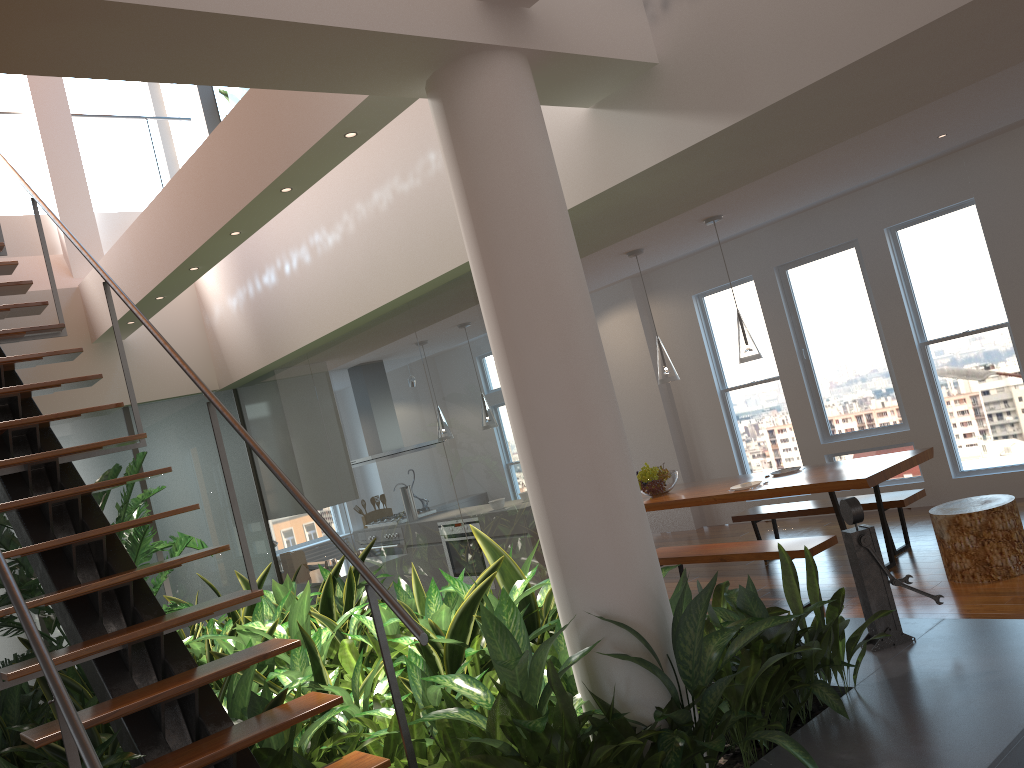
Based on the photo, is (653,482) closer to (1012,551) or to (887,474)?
(887,474)

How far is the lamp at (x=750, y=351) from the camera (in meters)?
5.83

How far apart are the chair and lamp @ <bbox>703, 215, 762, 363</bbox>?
1.4m

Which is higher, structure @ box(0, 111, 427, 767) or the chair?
structure @ box(0, 111, 427, 767)

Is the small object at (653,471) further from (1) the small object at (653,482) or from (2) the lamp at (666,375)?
(2) the lamp at (666,375)

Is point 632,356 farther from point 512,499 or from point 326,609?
point 326,609

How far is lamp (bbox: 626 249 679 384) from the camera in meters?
6.4 m

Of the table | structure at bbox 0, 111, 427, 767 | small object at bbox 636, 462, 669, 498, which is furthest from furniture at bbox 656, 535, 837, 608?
structure at bbox 0, 111, 427, 767

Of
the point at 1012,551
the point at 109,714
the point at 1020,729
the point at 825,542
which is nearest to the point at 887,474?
the point at 825,542

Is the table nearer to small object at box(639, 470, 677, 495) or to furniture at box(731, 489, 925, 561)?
small object at box(639, 470, 677, 495)
